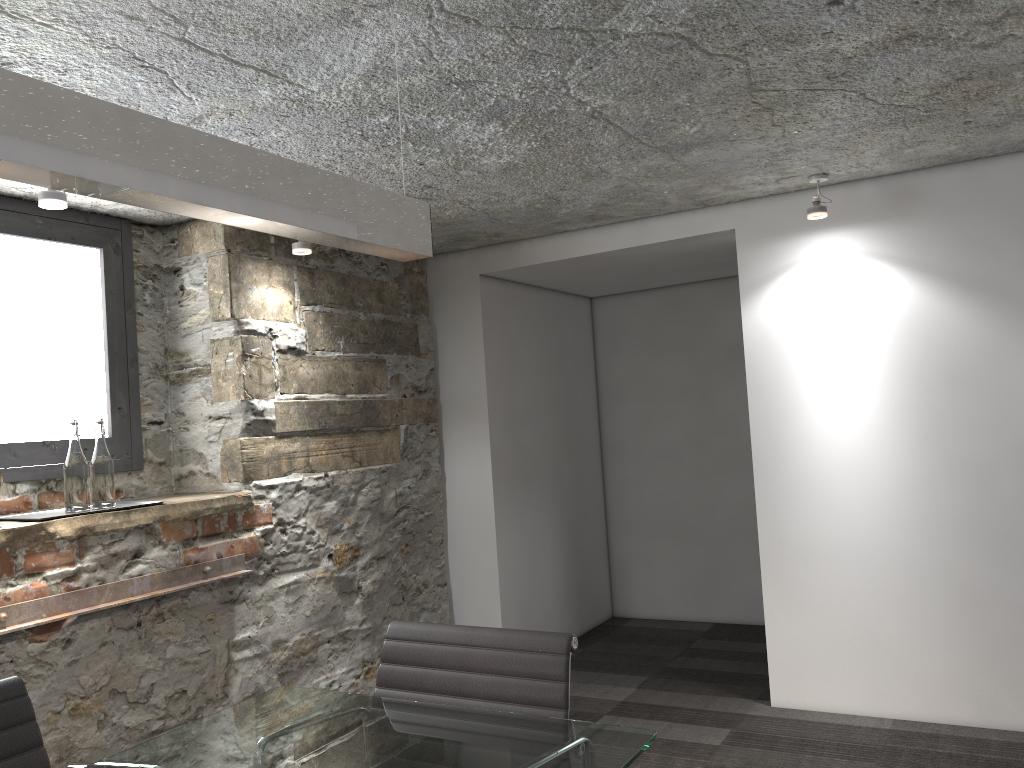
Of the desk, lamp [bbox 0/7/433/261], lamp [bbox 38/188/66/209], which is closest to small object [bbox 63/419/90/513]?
lamp [bbox 38/188/66/209]

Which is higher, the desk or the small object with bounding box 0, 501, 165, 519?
the small object with bounding box 0, 501, 165, 519

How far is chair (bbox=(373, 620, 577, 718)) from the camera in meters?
1.8

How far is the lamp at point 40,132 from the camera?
1.09m

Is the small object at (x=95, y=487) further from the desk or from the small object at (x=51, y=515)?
the desk

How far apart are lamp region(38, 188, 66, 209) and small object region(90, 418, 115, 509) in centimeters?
71cm

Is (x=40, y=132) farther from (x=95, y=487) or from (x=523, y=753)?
(x=95, y=487)

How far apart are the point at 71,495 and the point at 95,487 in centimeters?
9cm

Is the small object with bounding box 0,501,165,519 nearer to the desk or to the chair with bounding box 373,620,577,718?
the desk

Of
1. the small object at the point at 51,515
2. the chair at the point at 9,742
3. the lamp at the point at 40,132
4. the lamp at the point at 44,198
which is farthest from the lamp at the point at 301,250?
the chair at the point at 9,742
